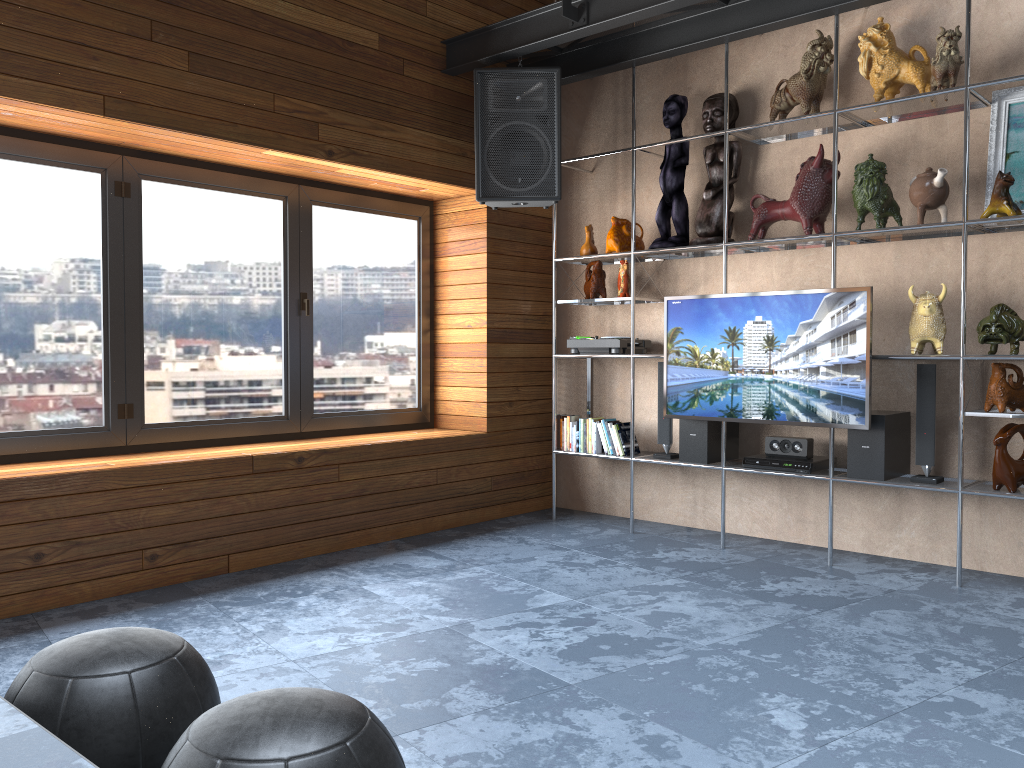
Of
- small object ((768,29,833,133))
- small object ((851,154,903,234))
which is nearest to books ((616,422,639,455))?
small object ((851,154,903,234))

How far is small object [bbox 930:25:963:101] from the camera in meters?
3.8

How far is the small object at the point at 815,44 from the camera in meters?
4.3 m

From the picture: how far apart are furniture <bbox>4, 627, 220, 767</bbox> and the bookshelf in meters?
3.2

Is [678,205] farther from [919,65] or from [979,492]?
[979,492]

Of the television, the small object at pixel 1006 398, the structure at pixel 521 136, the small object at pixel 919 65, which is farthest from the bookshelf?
the structure at pixel 521 136

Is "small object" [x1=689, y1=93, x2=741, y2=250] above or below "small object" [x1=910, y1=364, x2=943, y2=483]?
above

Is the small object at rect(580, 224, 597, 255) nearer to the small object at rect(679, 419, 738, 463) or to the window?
the window

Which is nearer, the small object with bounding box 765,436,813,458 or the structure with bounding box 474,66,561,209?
the small object with bounding box 765,436,813,458

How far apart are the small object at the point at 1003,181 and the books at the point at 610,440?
2.2 meters
